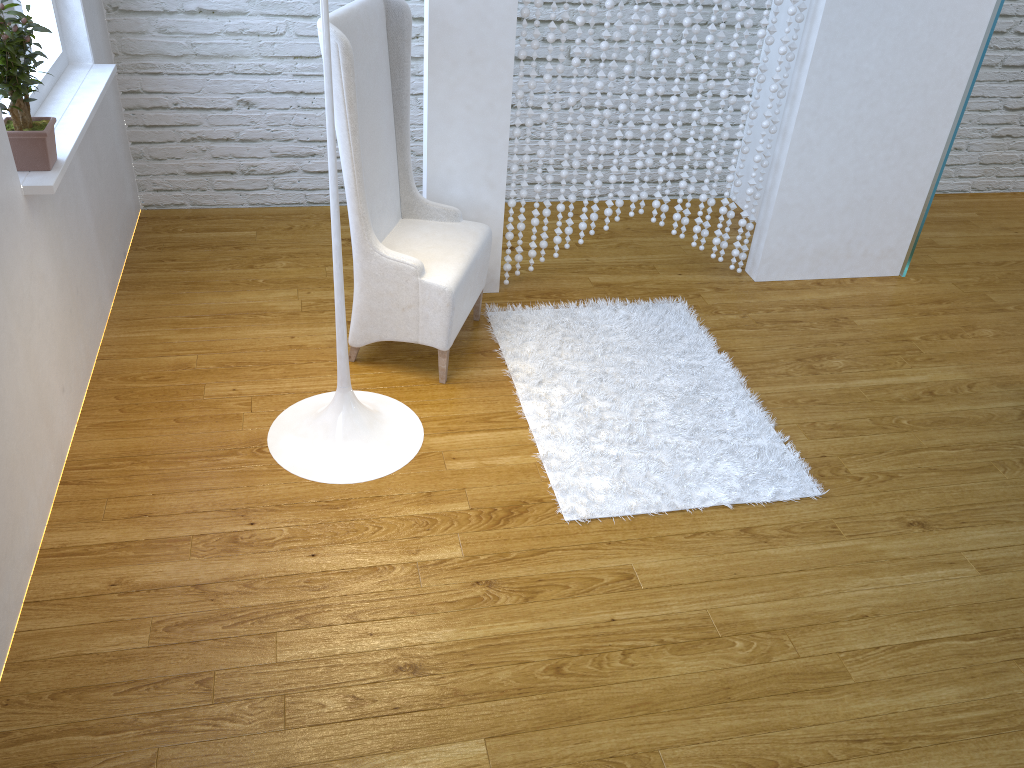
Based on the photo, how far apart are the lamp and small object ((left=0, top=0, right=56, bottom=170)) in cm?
69

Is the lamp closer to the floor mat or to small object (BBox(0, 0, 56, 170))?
the floor mat

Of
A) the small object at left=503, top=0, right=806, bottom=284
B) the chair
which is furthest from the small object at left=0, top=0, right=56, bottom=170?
the small object at left=503, top=0, right=806, bottom=284

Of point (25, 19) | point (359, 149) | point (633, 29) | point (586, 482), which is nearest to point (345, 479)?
point (586, 482)

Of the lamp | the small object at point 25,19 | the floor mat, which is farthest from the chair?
the small object at point 25,19

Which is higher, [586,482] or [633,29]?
[633,29]

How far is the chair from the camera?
2.26m

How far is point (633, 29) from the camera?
2.7m

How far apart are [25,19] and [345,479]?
1.3 meters

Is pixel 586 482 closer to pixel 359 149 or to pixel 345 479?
pixel 345 479
